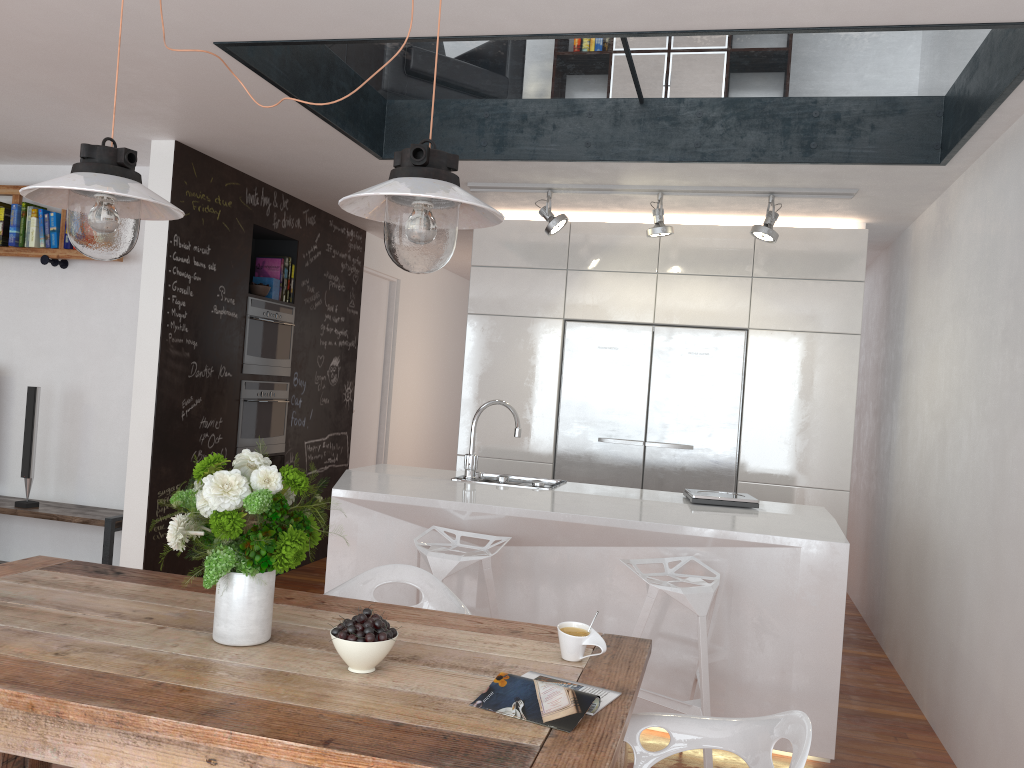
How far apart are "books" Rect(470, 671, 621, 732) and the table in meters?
0.0

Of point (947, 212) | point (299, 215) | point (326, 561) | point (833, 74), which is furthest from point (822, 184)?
point (326, 561)

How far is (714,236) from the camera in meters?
5.4

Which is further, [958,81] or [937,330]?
[937,330]

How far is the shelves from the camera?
4.8m

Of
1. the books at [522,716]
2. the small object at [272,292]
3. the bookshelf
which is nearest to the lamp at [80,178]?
the books at [522,716]

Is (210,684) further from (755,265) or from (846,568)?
(755,265)

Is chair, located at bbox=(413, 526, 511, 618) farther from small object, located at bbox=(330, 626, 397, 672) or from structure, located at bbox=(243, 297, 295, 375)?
structure, located at bbox=(243, 297, 295, 375)

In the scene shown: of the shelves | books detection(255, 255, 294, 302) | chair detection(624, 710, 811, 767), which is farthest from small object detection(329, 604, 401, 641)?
books detection(255, 255, 294, 302)

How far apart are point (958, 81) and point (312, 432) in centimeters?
447cm
